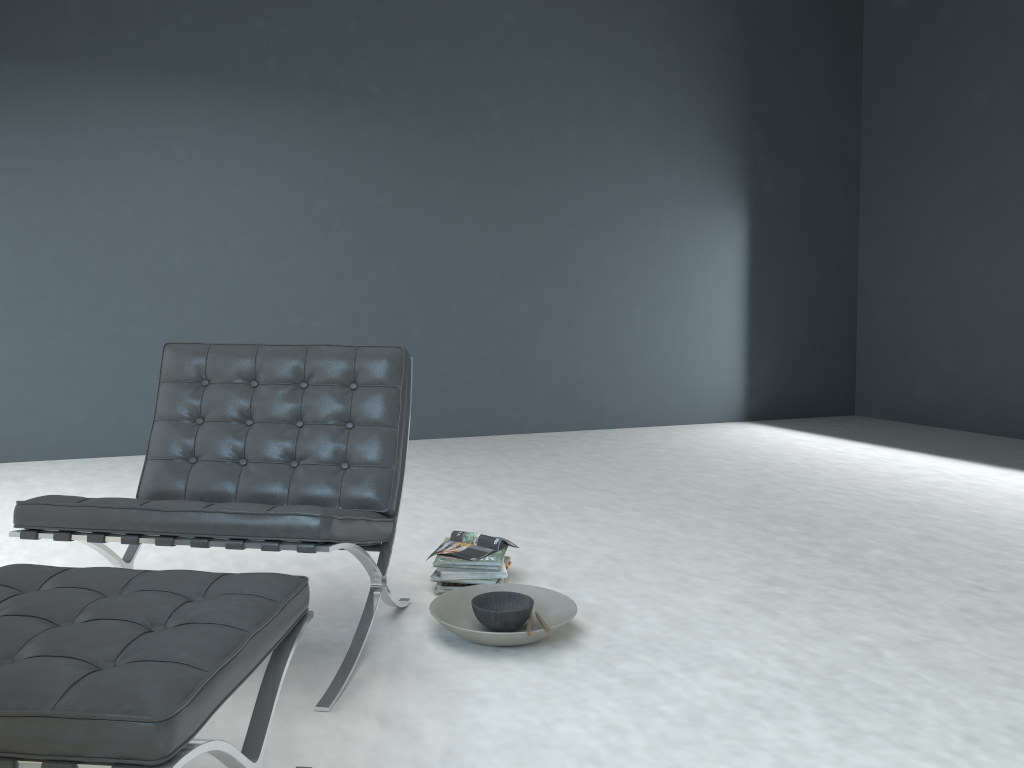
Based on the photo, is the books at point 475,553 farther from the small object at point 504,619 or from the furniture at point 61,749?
the furniture at point 61,749

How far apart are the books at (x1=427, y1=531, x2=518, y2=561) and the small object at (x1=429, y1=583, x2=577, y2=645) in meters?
→ 0.1 m

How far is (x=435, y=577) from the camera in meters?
2.6 m

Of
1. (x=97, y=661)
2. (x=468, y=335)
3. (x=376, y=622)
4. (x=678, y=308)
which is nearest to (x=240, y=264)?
(x=468, y=335)

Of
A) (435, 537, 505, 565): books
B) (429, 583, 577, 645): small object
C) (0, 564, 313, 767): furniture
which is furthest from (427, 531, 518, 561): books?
(0, 564, 313, 767): furniture

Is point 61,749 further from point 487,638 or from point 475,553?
point 475,553

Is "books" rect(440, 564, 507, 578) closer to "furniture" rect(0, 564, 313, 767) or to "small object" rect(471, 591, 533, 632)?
"small object" rect(471, 591, 533, 632)

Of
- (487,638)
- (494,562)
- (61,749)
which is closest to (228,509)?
(487,638)

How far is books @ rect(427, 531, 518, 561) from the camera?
2.7 meters

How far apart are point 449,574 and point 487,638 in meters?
0.5
